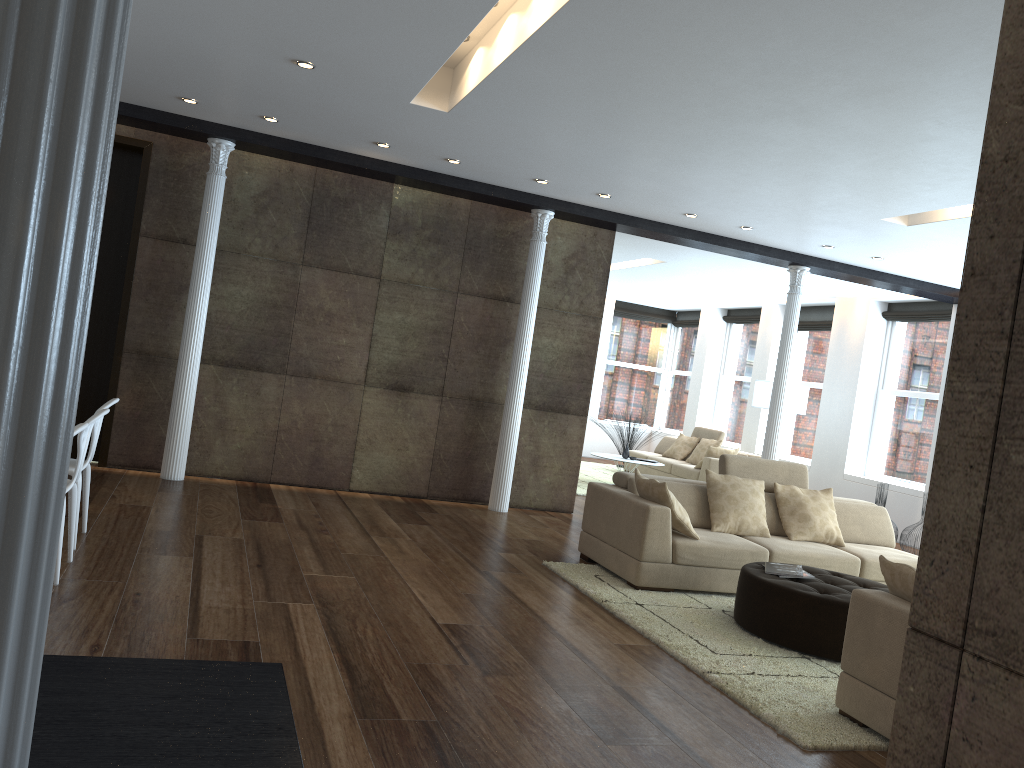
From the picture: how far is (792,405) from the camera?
11.43m

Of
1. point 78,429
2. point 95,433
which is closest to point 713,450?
point 95,433

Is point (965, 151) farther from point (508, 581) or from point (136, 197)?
point (136, 197)

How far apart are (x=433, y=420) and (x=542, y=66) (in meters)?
4.30

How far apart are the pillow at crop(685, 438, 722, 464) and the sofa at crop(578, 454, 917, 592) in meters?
5.8 m

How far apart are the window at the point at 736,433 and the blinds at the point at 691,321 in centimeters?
96cm

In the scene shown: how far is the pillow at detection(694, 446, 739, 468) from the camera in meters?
12.2

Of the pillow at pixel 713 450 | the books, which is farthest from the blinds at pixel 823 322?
the books

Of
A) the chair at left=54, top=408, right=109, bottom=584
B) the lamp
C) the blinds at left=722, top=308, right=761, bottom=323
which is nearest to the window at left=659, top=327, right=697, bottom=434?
the blinds at left=722, top=308, right=761, bottom=323

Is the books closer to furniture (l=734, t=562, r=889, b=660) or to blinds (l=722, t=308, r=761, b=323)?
furniture (l=734, t=562, r=889, b=660)
